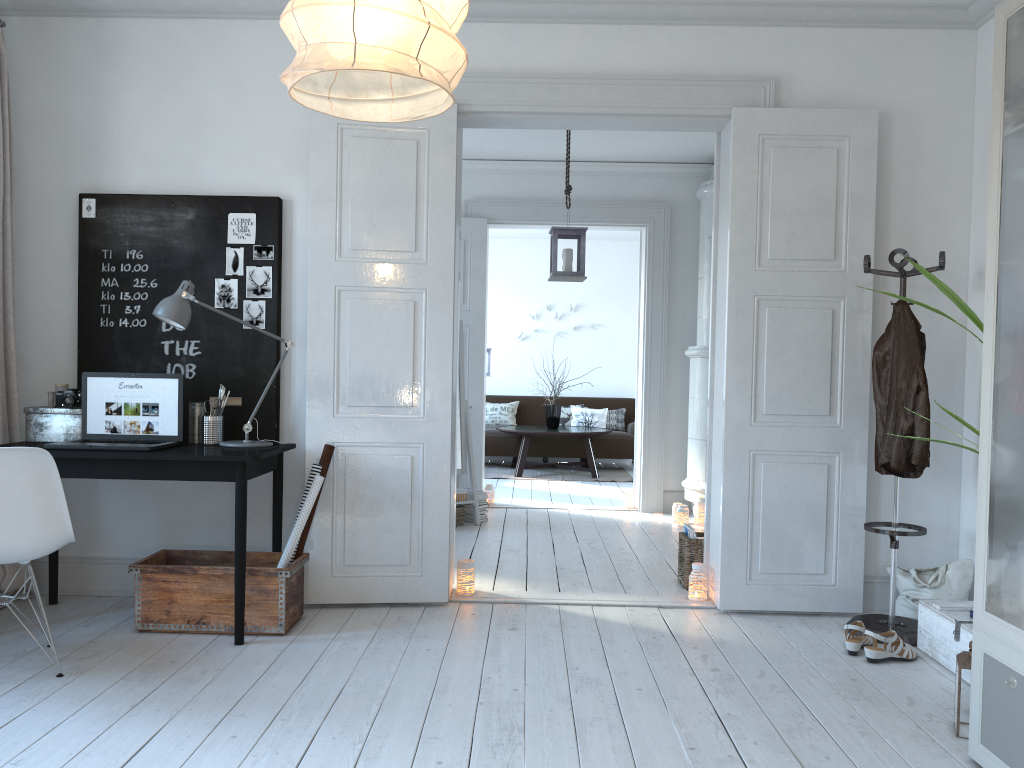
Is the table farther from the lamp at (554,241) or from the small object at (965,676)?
the small object at (965,676)

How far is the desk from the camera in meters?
3.5 m

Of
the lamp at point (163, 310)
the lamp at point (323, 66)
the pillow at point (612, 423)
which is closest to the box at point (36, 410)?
the lamp at point (163, 310)

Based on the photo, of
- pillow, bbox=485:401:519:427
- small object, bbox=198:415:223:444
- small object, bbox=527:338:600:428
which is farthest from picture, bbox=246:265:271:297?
pillow, bbox=485:401:519:427

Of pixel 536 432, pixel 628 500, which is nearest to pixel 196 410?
pixel 628 500

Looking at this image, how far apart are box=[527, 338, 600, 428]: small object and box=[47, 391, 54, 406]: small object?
6.37m

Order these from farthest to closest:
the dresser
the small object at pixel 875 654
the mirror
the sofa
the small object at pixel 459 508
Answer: the sofa, the mirror, the small object at pixel 459 508, the small object at pixel 875 654, the dresser

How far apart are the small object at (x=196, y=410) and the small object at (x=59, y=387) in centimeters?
58cm

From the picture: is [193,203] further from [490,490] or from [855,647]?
[490,490]

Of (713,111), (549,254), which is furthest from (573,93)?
(549,254)
